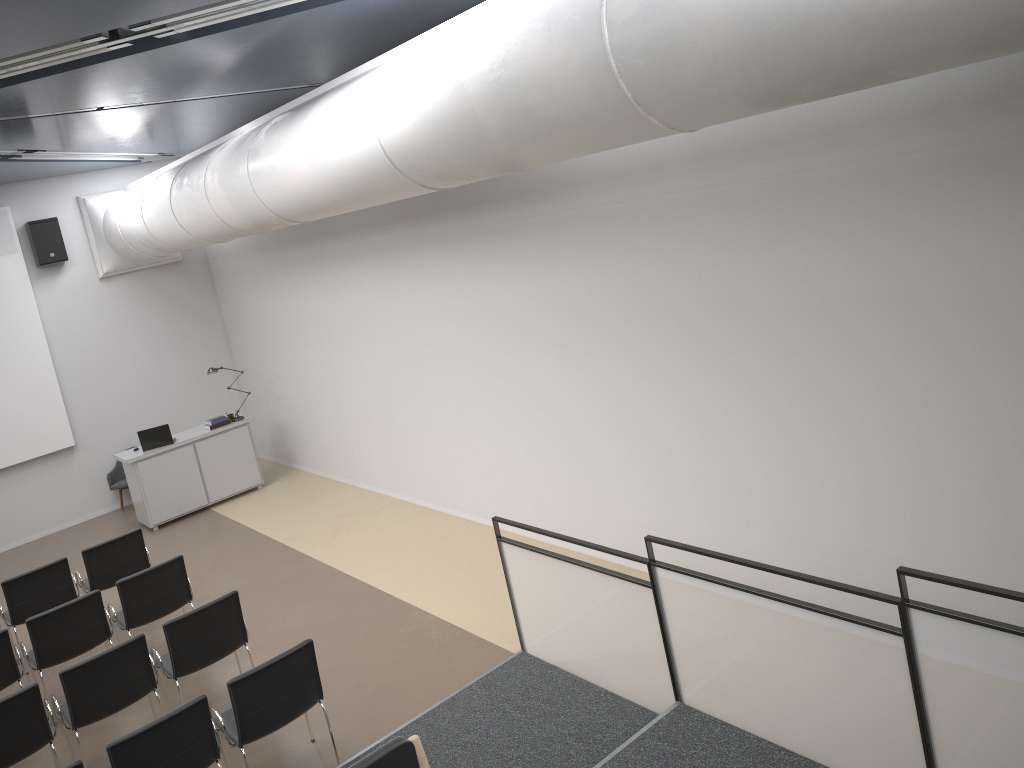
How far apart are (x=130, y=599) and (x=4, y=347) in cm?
624

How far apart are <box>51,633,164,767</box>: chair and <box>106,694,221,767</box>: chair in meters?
1.2 m

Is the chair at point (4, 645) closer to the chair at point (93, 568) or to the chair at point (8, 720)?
the chair at point (8, 720)

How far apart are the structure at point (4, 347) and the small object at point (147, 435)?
1.68m

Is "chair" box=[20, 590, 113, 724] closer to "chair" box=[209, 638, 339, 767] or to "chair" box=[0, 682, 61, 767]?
"chair" box=[0, 682, 61, 767]

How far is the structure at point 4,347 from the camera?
11.94m

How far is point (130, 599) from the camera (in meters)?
7.44

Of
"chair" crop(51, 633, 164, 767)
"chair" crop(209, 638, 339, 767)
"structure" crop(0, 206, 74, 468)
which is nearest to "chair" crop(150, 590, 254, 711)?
"chair" crop(51, 633, 164, 767)

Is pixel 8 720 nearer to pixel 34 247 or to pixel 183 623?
pixel 183 623

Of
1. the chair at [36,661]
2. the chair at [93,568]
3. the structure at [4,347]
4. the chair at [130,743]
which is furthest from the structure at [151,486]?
the chair at [130,743]
